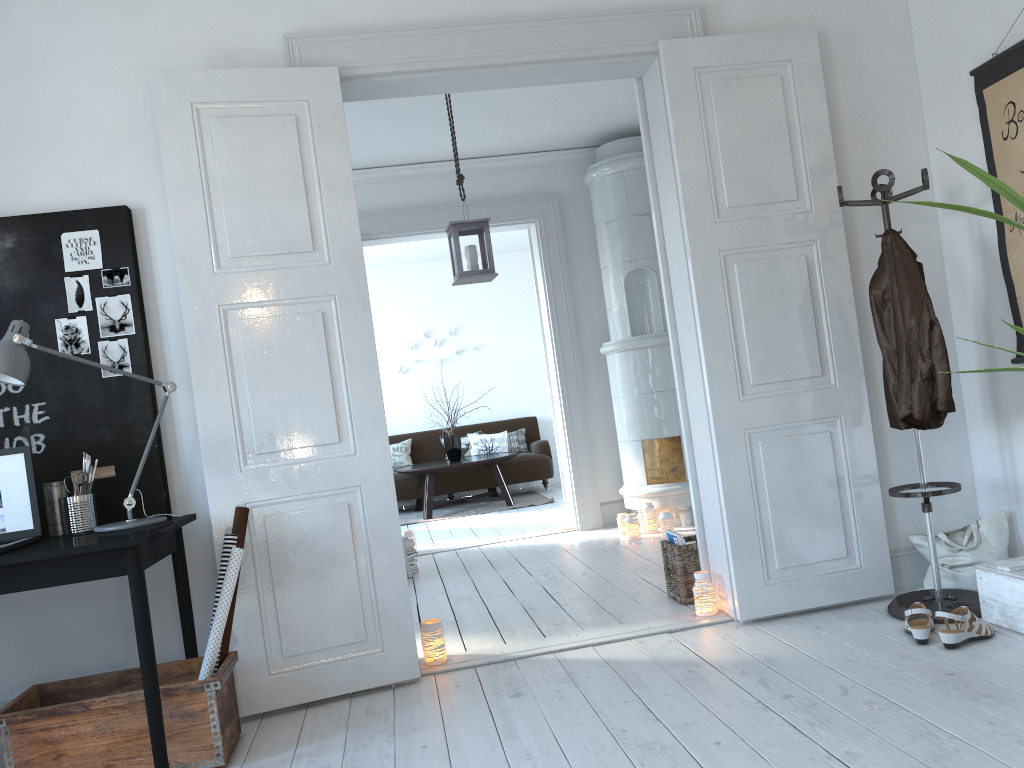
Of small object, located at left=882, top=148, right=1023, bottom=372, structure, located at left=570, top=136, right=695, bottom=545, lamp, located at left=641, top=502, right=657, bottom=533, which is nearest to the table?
structure, located at left=570, top=136, right=695, bottom=545

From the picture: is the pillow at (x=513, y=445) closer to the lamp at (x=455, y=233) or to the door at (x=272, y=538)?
the lamp at (x=455, y=233)

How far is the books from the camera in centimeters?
398cm

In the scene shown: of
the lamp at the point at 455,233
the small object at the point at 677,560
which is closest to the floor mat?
the lamp at the point at 455,233

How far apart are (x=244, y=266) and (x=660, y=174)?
1.8m

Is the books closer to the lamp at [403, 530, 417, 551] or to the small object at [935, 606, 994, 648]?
the small object at [935, 606, 994, 648]

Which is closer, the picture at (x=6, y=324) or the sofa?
the picture at (x=6, y=324)

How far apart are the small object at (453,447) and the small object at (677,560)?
5.1 meters

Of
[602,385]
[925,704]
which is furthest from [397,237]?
[925,704]

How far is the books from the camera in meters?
4.0
